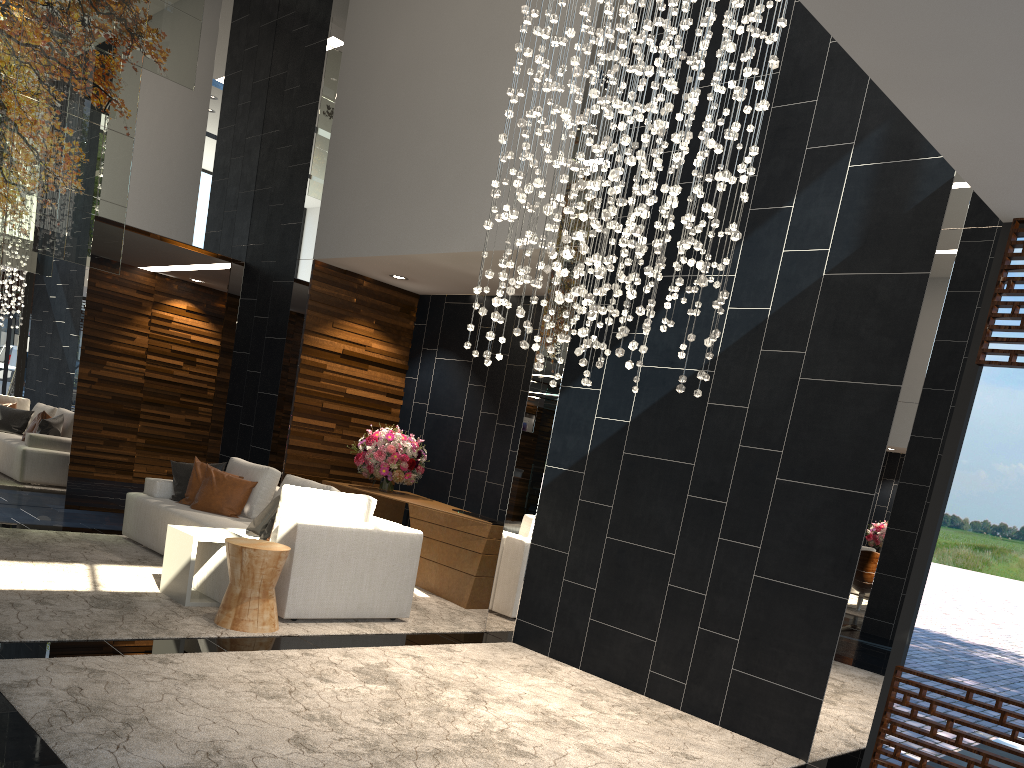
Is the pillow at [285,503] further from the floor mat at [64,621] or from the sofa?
the floor mat at [64,621]

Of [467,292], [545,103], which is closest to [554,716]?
[545,103]

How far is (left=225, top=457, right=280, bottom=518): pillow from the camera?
7.0m

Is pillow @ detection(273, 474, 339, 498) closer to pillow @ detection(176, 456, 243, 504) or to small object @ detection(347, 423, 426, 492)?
pillow @ detection(176, 456, 243, 504)

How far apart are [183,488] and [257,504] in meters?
0.7

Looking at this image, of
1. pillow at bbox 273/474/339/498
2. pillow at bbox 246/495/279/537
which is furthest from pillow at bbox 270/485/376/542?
pillow at bbox 273/474/339/498

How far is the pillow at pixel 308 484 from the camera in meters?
6.6

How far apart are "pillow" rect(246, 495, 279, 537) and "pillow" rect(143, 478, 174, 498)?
1.6 meters

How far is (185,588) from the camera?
5.4 meters

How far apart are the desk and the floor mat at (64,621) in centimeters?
9cm
